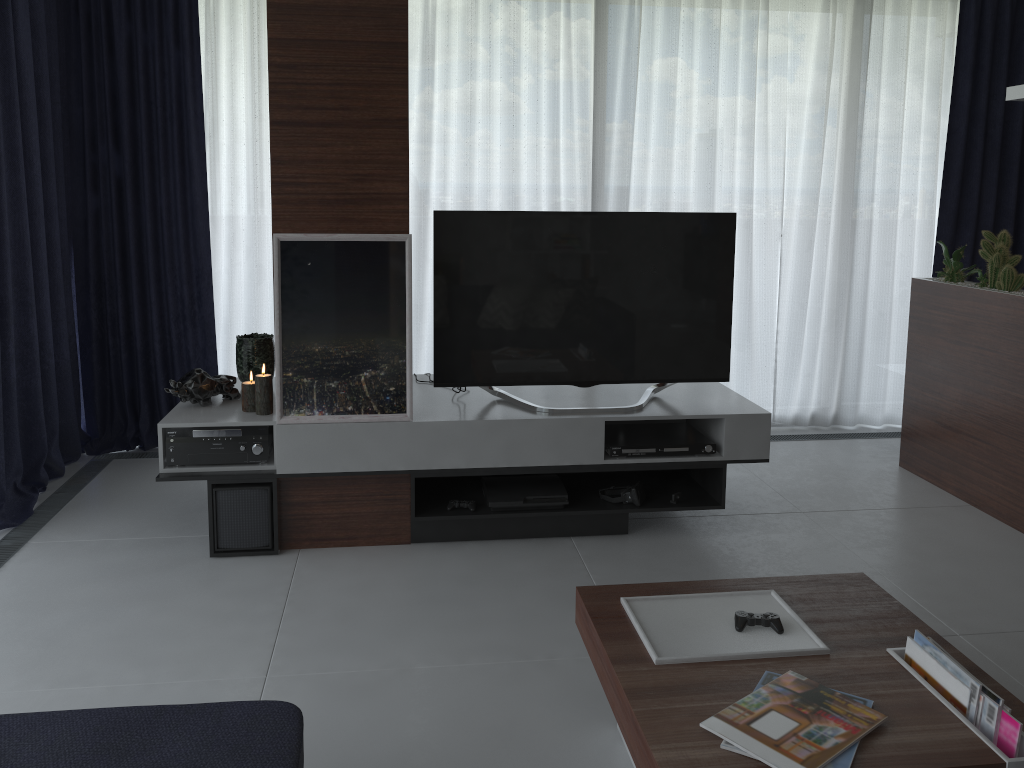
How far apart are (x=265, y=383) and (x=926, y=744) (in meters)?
2.52

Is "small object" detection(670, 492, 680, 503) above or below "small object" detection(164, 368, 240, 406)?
below

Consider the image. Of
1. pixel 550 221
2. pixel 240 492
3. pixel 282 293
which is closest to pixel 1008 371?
pixel 550 221

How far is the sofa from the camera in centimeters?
170cm

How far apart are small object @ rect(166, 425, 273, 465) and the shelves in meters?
0.0 m

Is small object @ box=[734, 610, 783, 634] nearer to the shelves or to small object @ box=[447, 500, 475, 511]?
the shelves

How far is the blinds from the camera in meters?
4.2

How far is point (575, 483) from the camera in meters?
3.8 m

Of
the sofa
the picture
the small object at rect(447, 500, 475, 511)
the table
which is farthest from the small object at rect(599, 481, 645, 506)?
the sofa

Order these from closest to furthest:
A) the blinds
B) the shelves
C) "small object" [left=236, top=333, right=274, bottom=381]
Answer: the shelves → "small object" [left=236, top=333, right=274, bottom=381] → the blinds
